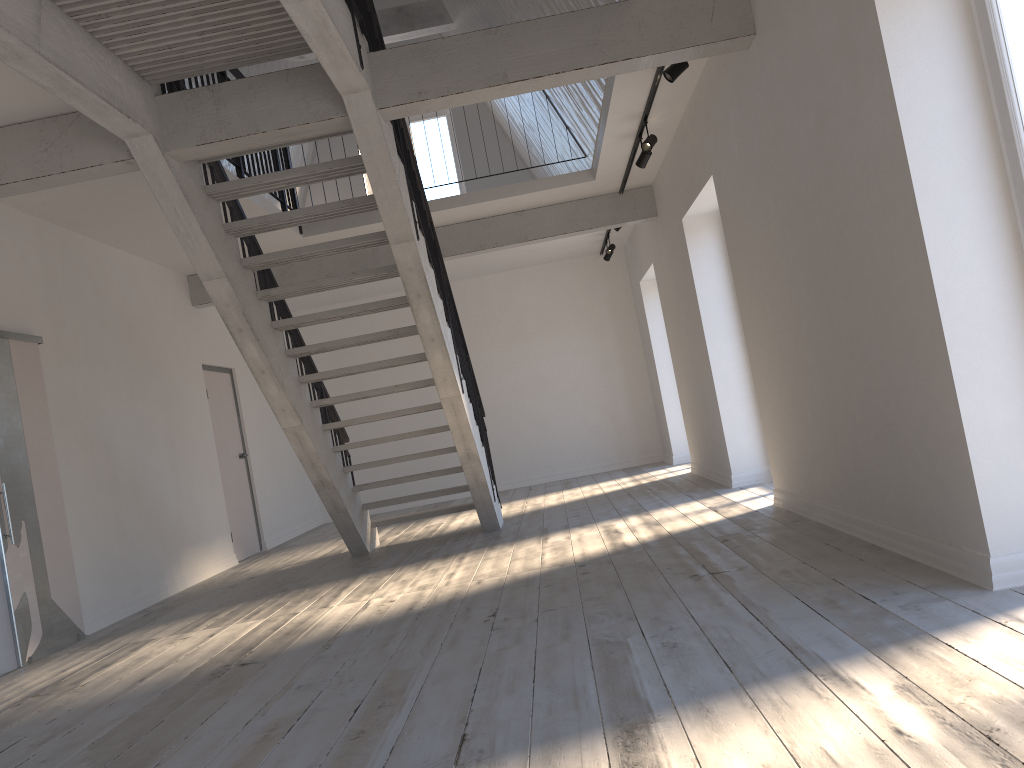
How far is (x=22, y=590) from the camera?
5.3m

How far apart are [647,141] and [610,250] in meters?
4.2

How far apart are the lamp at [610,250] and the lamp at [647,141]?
4.16m

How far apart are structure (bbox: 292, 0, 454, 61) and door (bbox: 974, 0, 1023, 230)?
8.5m

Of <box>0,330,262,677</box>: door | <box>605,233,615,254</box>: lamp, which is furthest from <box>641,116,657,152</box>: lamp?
<box>0,330,262,677</box>: door

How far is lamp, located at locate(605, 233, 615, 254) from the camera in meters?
10.8 m

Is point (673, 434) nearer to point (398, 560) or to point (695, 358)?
A: point (695, 358)

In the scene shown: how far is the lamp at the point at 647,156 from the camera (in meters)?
7.00

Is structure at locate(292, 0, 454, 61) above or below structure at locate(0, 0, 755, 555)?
above

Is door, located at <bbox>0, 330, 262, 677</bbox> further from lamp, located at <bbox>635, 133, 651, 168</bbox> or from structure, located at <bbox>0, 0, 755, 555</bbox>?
lamp, located at <bbox>635, 133, 651, 168</bbox>
